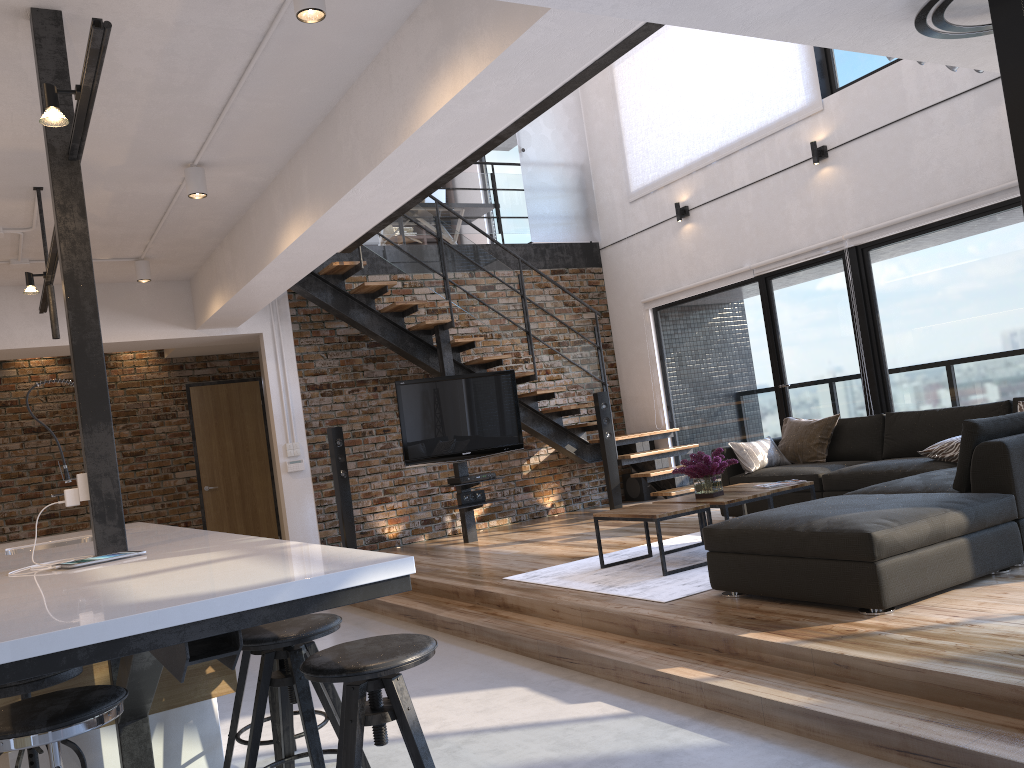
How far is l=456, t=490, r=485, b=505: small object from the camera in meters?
7.9

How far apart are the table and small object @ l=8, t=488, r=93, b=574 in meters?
3.1 m

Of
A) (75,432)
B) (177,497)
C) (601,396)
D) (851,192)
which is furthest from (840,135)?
(75,432)

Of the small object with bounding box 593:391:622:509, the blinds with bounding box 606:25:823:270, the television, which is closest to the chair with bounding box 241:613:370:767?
the television

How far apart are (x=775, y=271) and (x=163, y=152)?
5.38m

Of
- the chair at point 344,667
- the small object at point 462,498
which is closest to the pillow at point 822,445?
the small object at point 462,498

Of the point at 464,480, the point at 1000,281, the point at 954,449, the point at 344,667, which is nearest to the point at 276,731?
the point at 344,667

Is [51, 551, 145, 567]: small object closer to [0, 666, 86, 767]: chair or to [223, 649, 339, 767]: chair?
[0, 666, 86, 767]: chair

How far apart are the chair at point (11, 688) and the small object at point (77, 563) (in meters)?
0.32

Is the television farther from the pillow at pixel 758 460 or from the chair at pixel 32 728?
the chair at pixel 32 728
